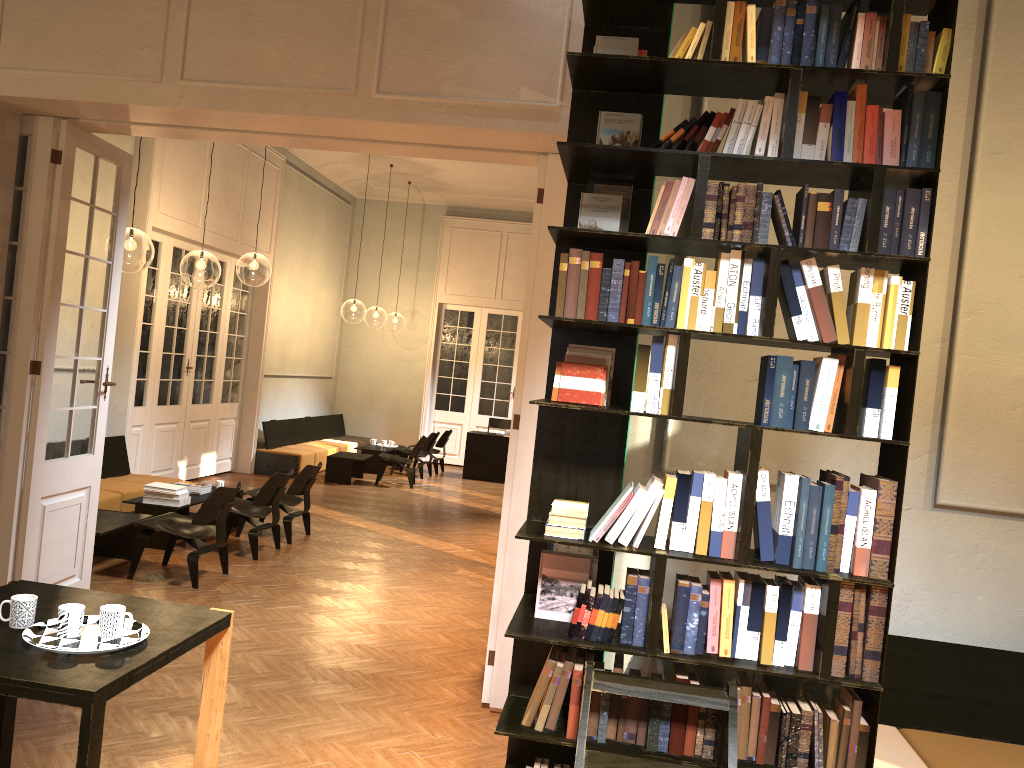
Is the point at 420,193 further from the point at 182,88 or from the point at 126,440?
the point at 182,88

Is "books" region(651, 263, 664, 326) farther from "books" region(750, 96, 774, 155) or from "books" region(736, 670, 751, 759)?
"books" region(736, 670, 751, 759)

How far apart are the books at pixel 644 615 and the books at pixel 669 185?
1.16m

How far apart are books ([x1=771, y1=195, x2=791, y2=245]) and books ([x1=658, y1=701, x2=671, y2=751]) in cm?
157

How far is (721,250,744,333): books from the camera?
2.92m

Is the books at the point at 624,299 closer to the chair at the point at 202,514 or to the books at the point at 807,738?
the books at the point at 807,738

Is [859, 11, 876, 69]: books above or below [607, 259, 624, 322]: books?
above

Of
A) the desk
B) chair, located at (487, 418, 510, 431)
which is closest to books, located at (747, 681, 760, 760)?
the desk

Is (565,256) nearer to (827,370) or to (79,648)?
(827,370)

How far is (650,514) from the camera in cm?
294
